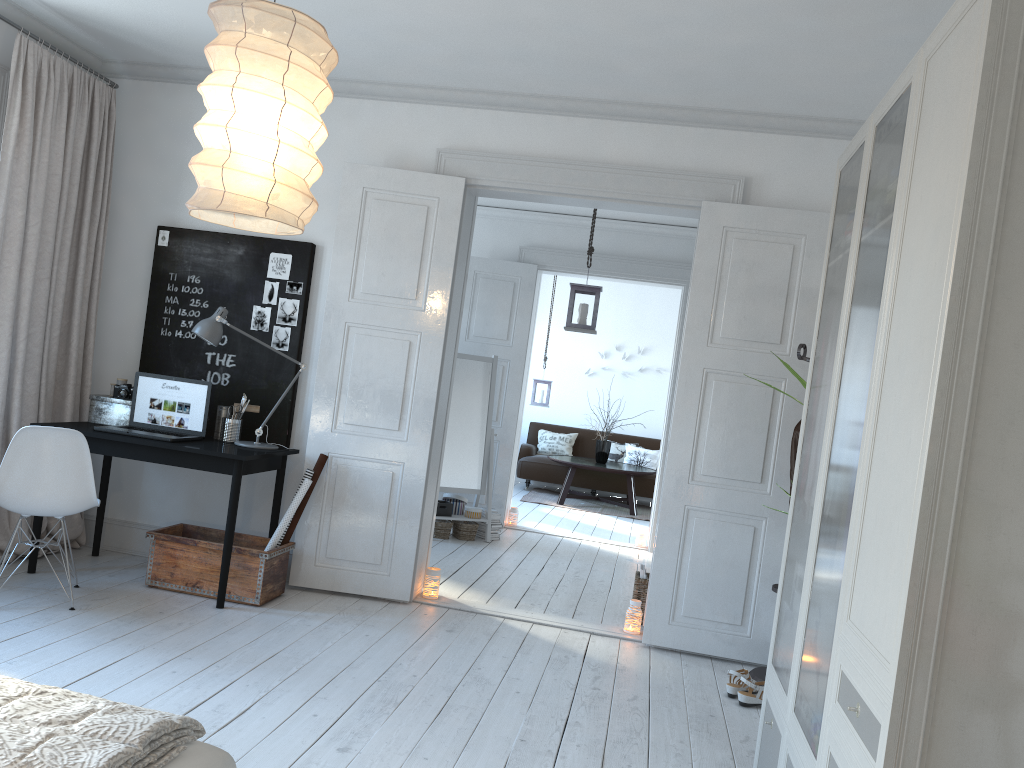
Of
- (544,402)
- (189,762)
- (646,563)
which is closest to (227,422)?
(189,762)

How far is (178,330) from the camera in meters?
5.1

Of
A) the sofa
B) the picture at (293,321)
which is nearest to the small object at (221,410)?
the picture at (293,321)

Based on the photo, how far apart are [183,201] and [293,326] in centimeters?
103cm

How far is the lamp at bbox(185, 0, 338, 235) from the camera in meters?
2.2 m

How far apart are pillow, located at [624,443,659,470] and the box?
7.27m

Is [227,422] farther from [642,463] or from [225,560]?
[642,463]

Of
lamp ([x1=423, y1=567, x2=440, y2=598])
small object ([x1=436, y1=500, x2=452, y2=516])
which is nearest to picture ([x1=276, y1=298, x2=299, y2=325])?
lamp ([x1=423, y1=567, x2=440, y2=598])

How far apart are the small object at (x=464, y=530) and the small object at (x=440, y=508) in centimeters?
13cm

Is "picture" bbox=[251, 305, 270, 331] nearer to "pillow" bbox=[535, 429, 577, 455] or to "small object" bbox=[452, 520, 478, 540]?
"small object" bbox=[452, 520, 478, 540]
